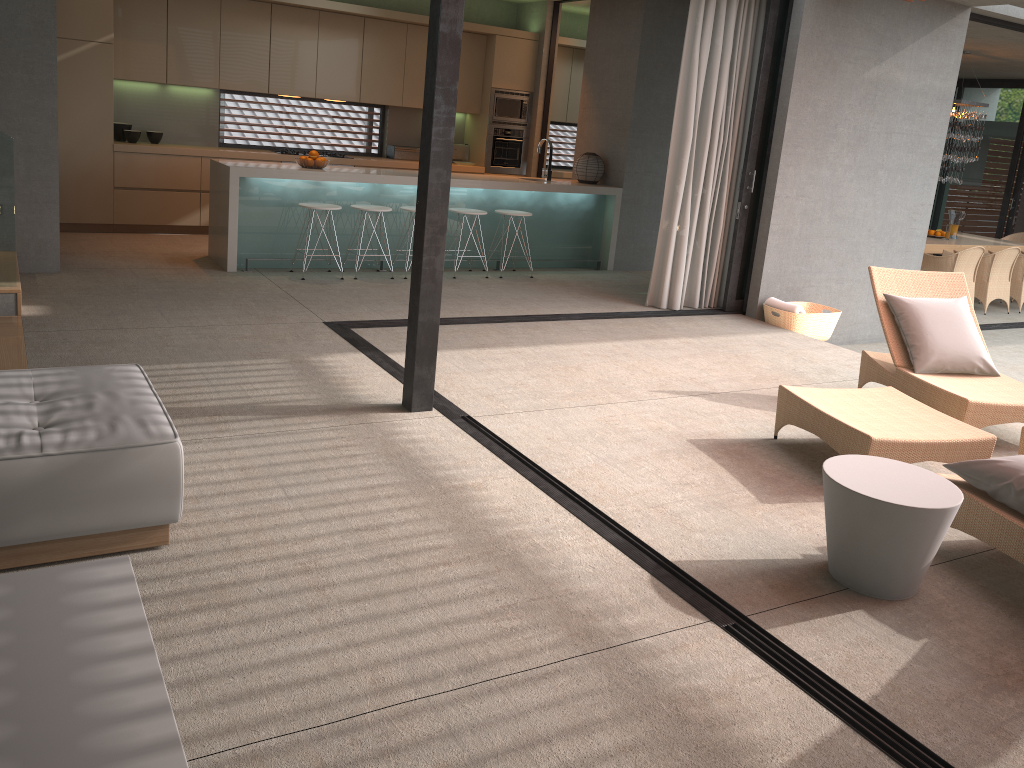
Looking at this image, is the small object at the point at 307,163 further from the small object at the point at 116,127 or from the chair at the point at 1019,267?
the chair at the point at 1019,267

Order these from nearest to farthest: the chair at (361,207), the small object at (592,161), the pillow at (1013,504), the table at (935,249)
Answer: the pillow at (1013,504) → the chair at (361,207) → the small object at (592,161) → the table at (935,249)

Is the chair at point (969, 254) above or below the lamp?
below

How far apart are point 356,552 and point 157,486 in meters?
0.7 m

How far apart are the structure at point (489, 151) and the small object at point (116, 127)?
4.0 meters

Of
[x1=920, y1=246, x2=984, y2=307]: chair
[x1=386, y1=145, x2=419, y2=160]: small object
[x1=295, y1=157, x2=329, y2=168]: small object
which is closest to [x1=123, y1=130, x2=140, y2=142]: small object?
[x1=295, y1=157, x2=329, y2=168]: small object

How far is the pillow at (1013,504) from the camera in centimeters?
331cm

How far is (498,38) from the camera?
10.3 meters

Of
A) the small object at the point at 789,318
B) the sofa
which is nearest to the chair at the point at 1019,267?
the small object at the point at 789,318

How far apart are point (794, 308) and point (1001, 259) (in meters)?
4.88
